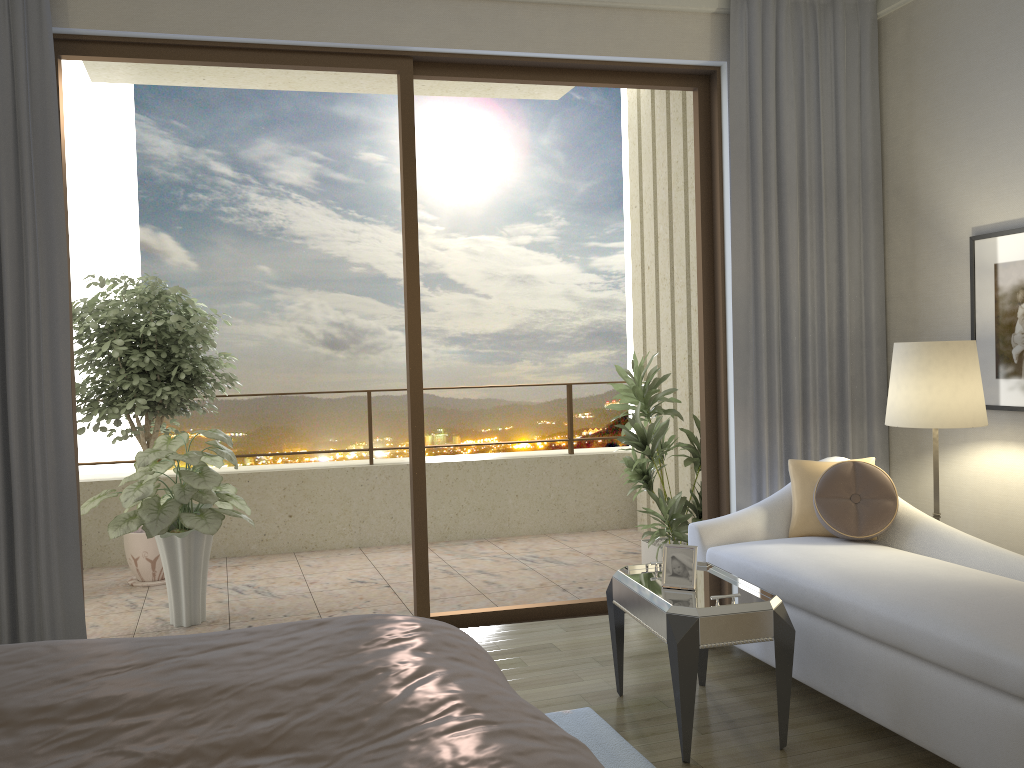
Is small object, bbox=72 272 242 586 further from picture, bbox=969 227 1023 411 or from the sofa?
picture, bbox=969 227 1023 411

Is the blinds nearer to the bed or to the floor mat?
the floor mat

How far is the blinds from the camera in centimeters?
365cm

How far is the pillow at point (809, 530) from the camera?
3.8m

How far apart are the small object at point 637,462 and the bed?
3.0 meters

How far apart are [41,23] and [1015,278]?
4.2 meters

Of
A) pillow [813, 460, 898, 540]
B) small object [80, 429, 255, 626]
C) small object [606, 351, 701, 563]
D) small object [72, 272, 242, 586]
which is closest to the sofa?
pillow [813, 460, 898, 540]

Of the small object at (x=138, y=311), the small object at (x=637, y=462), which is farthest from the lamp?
the small object at (x=138, y=311)

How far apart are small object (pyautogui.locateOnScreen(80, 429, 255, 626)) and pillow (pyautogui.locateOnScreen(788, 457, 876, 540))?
2.7 meters

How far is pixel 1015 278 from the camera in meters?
3.8
